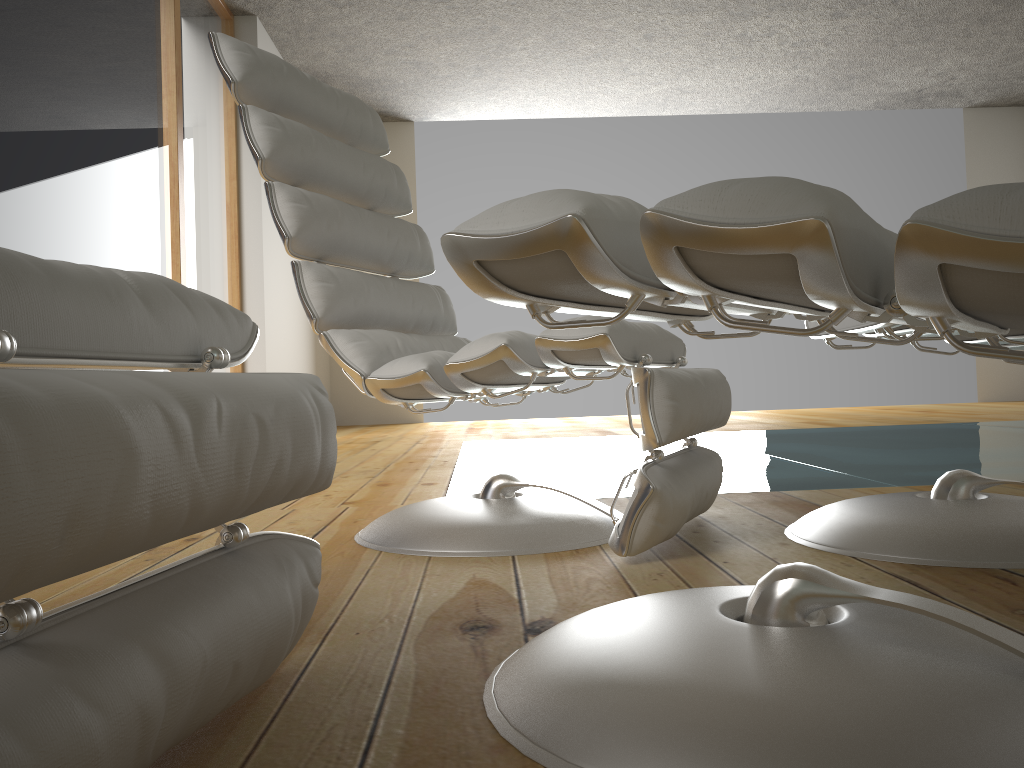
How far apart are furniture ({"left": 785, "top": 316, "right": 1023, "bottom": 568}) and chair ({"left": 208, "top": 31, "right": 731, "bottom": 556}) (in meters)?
0.15

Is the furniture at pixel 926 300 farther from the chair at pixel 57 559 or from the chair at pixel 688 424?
the chair at pixel 688 424

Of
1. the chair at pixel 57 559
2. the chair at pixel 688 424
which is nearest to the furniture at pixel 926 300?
the chair at pixel 57 559

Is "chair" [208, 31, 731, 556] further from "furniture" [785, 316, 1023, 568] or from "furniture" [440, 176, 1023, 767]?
"furniture" [440, 176, 1023, 767]

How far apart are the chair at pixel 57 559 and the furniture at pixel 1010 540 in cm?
86

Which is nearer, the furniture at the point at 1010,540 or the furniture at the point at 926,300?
the furniture at the point at 926,300

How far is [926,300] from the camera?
0.5 meters

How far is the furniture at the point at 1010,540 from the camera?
1.3 meters

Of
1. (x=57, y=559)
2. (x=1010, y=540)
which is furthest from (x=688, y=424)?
(x=57, y=559)

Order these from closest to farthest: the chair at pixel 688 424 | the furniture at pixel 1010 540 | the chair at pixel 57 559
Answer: the chair at pixel 57 559 → the furniture at pixel 1010 540 → the chair at pixel 688 424
